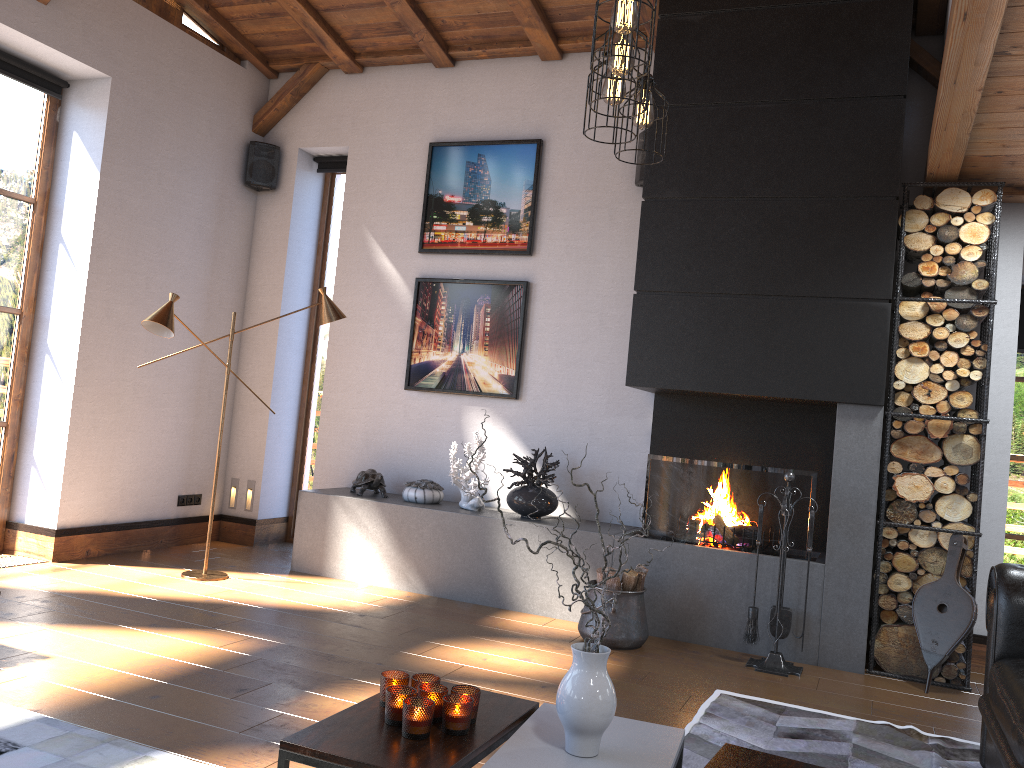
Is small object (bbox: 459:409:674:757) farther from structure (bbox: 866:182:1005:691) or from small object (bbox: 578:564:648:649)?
structure (bbox: 866:182:1005:691)

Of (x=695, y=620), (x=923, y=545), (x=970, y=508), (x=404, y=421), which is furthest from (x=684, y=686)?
(x=404, y=421)

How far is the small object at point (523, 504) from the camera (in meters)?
5.50

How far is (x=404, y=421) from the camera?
6.39m

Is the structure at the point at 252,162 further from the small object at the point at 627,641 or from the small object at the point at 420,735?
the small object at the point at 420,735

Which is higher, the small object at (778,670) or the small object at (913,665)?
the small object at (913,665)

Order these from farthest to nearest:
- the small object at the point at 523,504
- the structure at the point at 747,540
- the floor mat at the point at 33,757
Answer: the small object at the point at 523,504
the structure at the point at 747,540
the floor mat at the point at 33,757

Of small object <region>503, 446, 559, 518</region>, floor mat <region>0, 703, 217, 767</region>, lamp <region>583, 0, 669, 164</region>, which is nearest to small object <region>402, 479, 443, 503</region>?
small object <region>503, 446, 559, 518</region>

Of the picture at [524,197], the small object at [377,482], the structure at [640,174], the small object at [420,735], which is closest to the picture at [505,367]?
the picture at [524,197]

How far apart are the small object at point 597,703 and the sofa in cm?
121
